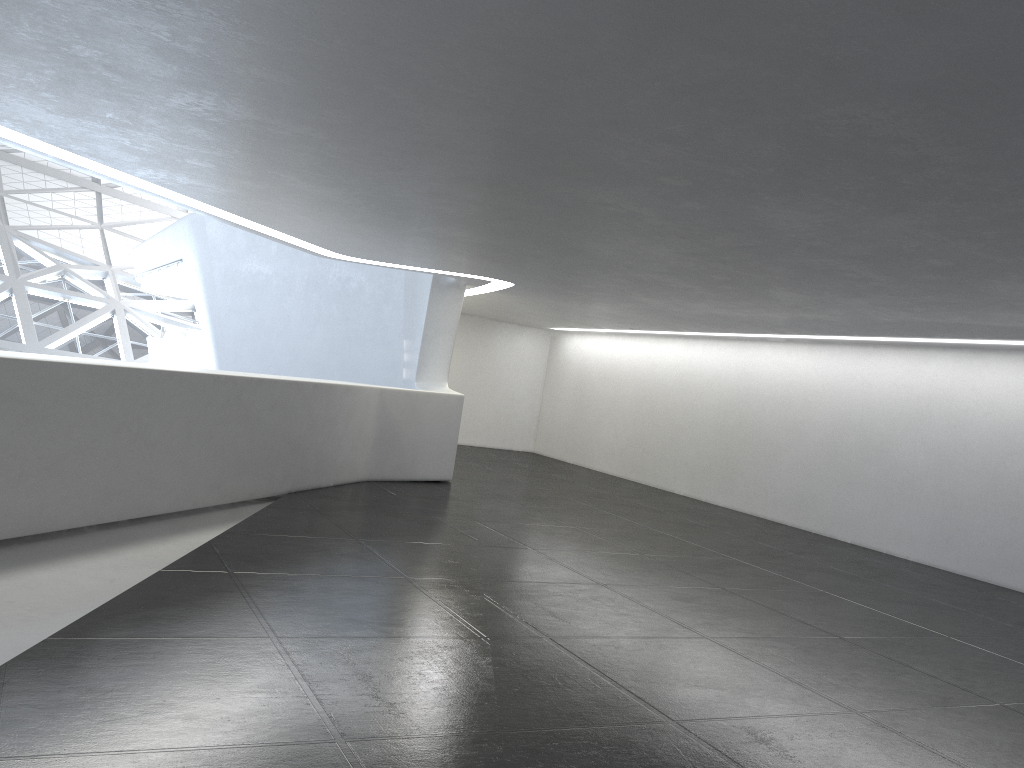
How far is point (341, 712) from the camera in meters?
5.3 m
